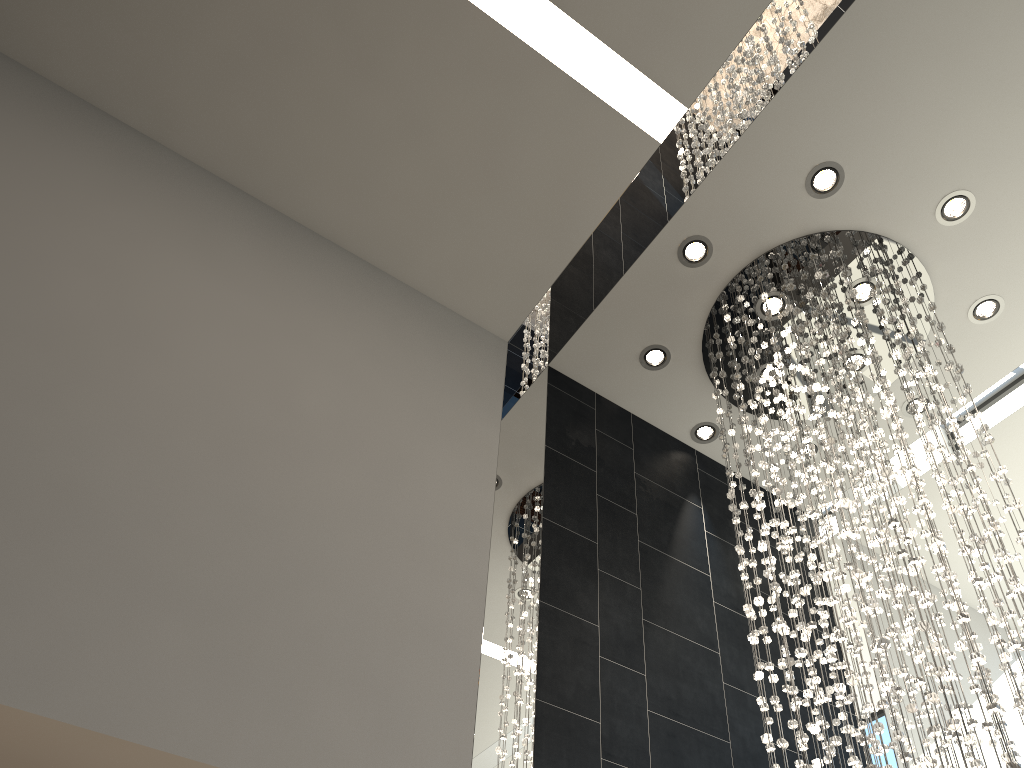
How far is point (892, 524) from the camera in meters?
3.3 m

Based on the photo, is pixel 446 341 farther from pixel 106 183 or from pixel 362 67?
pixel 106 183

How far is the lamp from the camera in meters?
3.3

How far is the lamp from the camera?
3.3 meters
